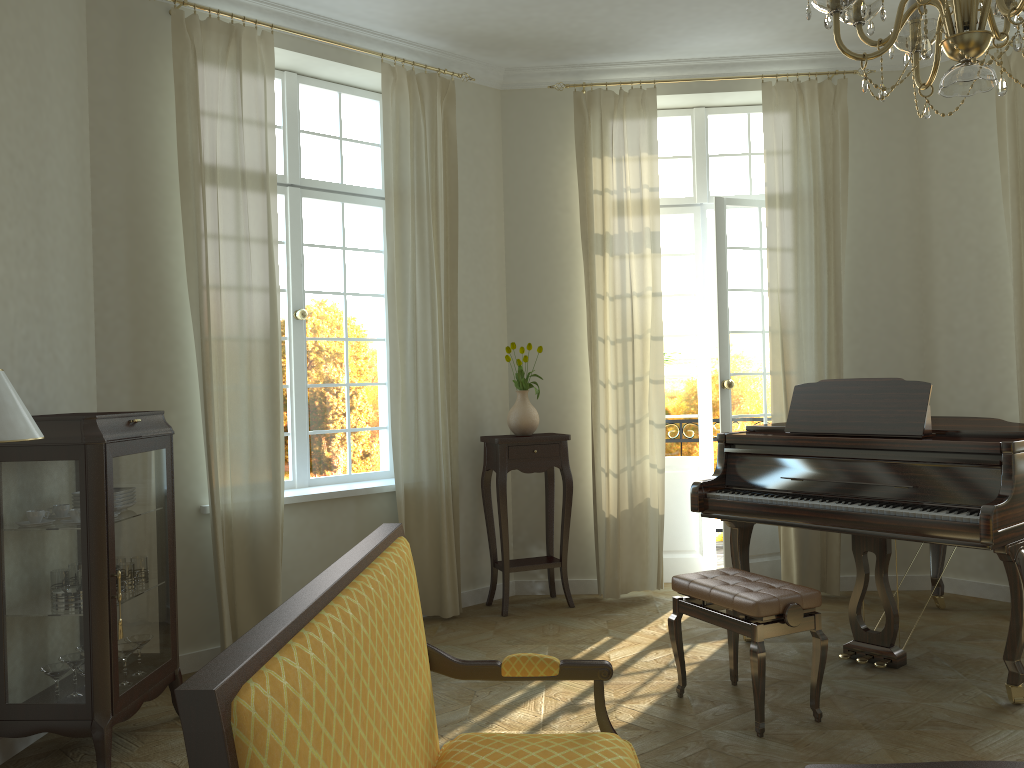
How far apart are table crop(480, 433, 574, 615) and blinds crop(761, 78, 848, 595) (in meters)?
1.39

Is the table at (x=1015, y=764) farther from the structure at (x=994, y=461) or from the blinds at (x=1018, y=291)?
the blinds at (x=1018, y=291)

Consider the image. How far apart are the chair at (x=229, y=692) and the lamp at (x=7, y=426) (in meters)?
1.26

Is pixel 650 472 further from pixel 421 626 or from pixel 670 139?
pixel 421 626

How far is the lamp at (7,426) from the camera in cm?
273

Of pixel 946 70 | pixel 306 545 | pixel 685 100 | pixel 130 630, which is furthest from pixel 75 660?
pixel 946 70

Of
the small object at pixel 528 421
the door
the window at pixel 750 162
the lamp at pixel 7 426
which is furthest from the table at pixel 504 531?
the lamp at pixel 7 426

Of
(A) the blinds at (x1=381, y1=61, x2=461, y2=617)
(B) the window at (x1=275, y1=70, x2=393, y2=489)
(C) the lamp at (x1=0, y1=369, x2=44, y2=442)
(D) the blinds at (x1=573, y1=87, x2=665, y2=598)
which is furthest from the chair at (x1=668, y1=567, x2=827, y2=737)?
(C) the lamp at (x1=0, y1=369, x2=44, y2=442)

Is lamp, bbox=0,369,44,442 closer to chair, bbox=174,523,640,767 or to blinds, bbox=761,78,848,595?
chair, bbox=174,523,640,767

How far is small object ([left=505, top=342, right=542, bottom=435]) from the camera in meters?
5.7 m
